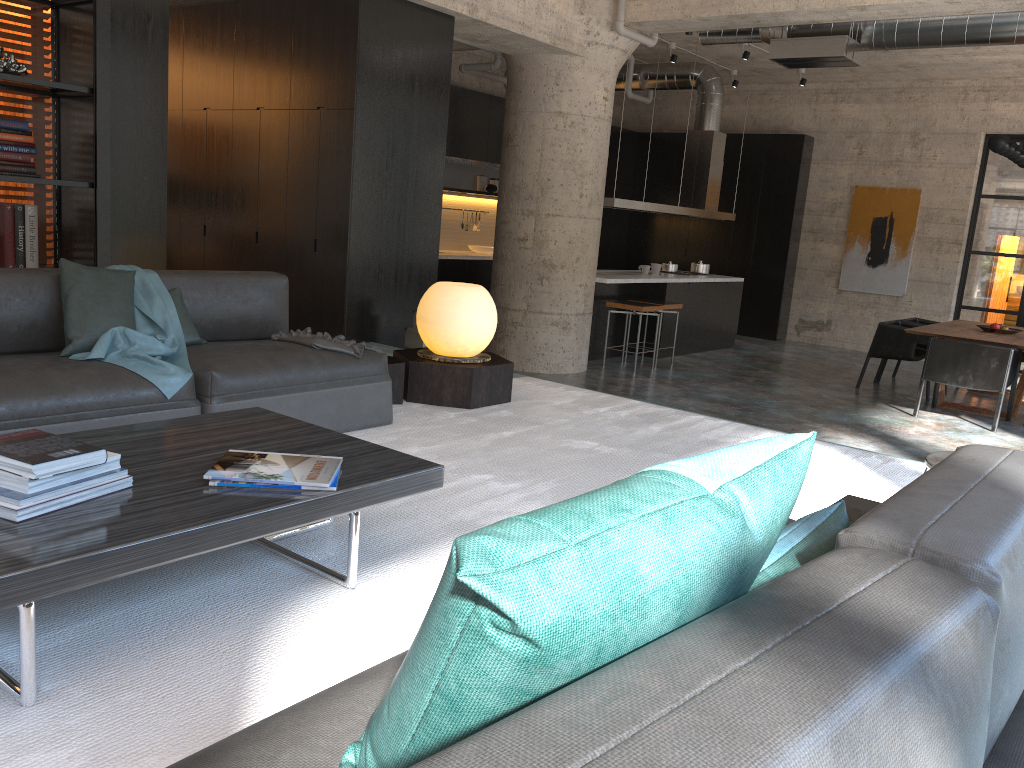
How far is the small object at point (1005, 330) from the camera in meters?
8.9

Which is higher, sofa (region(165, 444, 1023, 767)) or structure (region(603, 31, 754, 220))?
structure (region(603, 31, 754, 220))

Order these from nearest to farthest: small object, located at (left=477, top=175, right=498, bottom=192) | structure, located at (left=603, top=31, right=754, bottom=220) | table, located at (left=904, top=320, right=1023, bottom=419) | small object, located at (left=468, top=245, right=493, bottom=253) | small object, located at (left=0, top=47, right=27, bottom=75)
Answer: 1. small object, located at (left=0, top=47, right=27, bottom=75)
2. table, located at (left=904, top=320, right=1023, bottom=419)
3. structure, located at (left=603, top=31, right=754, bottom=220)
4. small object, located at (left=468, top=245, right=493, bottom=253)
5. small object, located at (left=477, top=175, right=498, bottom=192)

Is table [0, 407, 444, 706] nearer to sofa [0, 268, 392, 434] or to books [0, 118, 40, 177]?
sofa [0, 268, 392, 434]

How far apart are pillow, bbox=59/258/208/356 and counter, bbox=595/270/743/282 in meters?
5.9 m

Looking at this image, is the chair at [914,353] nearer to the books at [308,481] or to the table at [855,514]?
the table at [855,514]

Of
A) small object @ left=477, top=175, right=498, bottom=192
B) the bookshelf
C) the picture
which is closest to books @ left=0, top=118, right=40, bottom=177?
the bookshelf

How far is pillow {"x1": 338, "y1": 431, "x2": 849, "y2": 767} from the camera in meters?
0.8

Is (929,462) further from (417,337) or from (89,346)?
(417,337)

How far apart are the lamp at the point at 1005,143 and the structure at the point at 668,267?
3.8 meters
